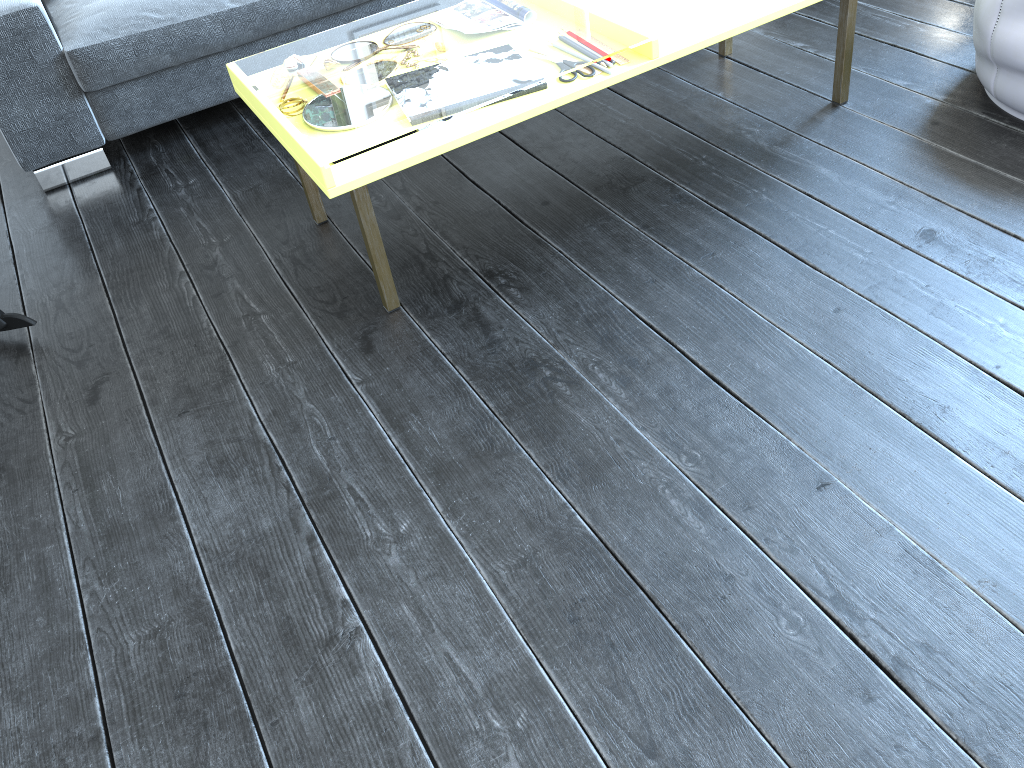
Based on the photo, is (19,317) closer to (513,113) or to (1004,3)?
(513,113)

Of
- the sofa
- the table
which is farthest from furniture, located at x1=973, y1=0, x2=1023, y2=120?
the sofa

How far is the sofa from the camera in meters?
2.2

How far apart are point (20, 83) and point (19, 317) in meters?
0.7

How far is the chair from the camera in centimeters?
185cm

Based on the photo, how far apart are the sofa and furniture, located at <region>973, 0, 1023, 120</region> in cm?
154

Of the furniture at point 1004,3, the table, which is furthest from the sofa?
the furniture at point 1004,3

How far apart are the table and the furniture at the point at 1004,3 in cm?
26

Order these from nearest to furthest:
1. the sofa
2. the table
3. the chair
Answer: the table, the chair, the sofa

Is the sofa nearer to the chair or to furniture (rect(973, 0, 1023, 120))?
the chair
